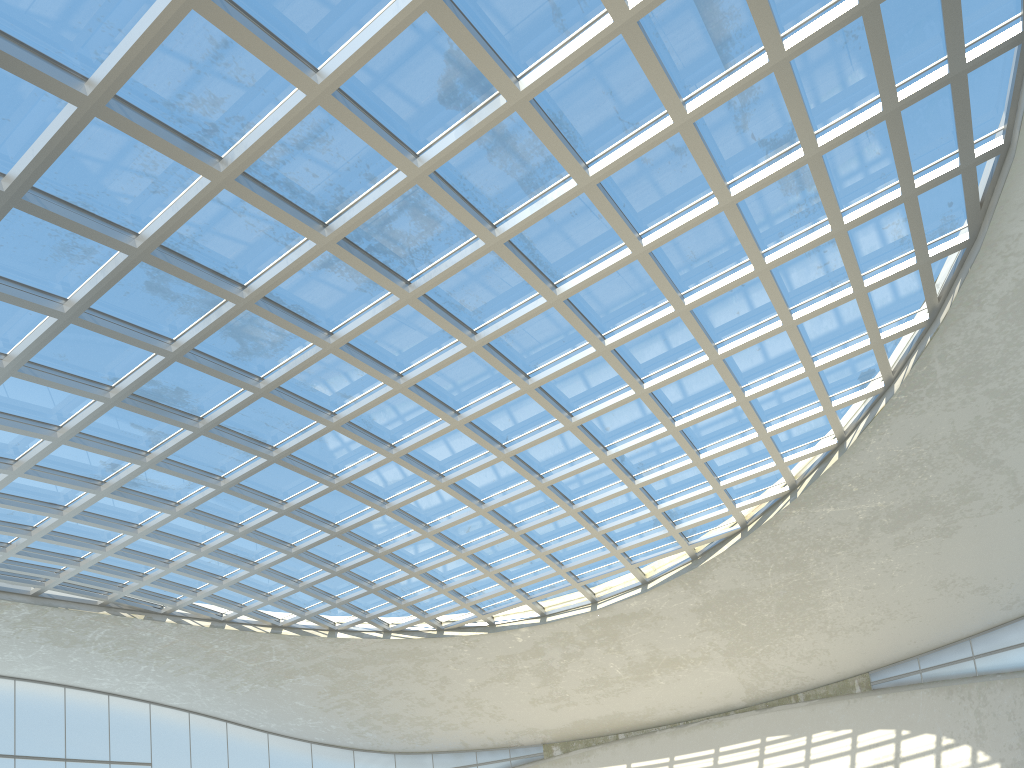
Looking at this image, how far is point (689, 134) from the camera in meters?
40.8 m

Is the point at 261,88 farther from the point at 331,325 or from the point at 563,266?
the point at 563,266

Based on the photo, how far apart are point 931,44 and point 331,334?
35.7m

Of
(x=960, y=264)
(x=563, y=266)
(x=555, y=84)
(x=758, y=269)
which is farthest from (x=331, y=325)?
(x=960, y=264)
